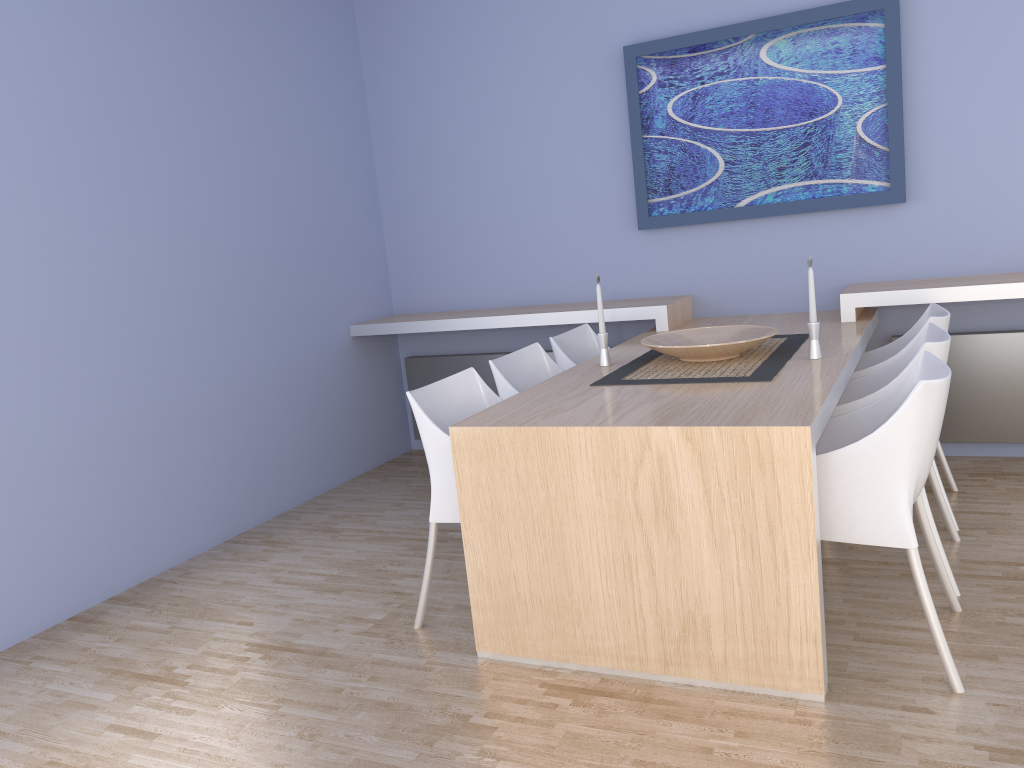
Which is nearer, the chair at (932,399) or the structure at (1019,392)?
the chair at (932,399)

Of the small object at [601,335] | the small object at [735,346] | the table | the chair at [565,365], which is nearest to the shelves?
the table

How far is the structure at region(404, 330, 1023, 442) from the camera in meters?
3.9 m

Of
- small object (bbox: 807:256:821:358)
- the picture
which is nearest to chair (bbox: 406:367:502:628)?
small object (bbox: 807:256:821:358)

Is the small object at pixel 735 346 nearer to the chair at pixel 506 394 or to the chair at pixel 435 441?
the chair at pixel 506 394

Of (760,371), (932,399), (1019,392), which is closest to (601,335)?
(760,371)

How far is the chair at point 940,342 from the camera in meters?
2.7 m

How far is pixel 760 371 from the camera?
2.88m

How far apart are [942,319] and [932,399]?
1.2 meters

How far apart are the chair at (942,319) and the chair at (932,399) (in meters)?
0.74
